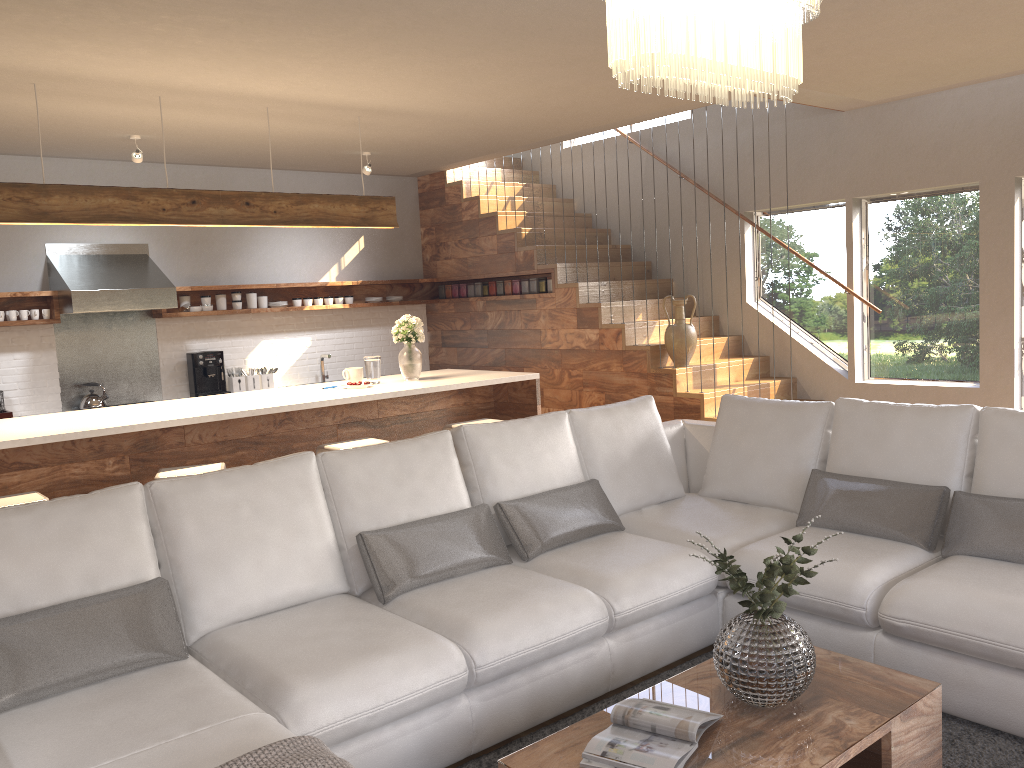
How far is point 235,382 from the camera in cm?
787

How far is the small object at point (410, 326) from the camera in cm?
598

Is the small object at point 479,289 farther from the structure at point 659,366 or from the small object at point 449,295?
the small object at point 449,295

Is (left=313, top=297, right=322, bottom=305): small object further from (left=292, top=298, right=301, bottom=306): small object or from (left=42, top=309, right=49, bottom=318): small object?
(left=42, top=309, right=49, bottom=318): small object

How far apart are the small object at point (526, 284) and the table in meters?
5.6

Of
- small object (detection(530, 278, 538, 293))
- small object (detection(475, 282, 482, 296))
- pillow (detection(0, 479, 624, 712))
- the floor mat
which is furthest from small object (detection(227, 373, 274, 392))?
the floor mat

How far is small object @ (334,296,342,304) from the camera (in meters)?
8.49

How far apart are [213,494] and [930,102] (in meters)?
5.75

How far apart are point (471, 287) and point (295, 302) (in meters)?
1.72

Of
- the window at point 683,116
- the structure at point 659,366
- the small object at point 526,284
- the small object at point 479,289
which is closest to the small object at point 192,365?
the structure at point 659,366
